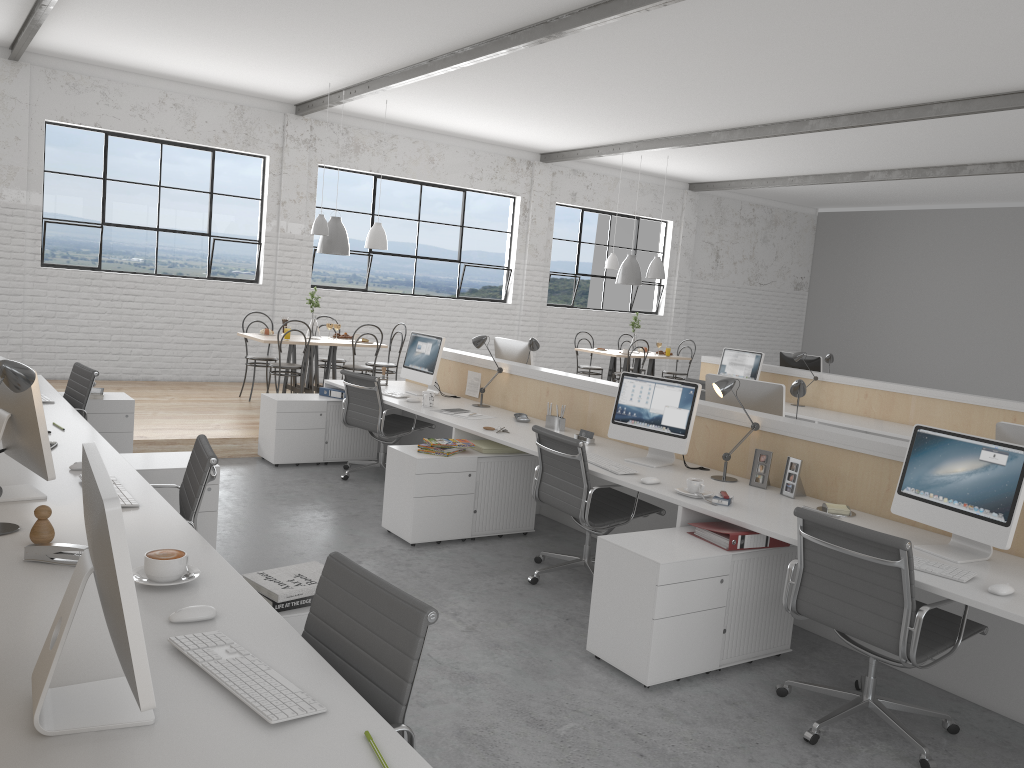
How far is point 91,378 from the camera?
4.2 meters

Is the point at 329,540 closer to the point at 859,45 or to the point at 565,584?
the point at 565,584

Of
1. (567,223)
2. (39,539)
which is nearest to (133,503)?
(39,539)

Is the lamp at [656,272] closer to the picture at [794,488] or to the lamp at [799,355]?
the lamp at [799,355]

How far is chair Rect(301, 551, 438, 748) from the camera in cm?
150

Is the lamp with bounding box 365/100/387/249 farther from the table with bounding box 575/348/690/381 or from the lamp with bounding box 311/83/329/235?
the table with bounding box 575/348/690/381

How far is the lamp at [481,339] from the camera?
5.05m

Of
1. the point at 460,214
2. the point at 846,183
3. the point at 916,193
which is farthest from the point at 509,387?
the point at 916,193

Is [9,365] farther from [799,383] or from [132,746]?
[799,383]

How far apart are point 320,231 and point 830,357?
4.04m
